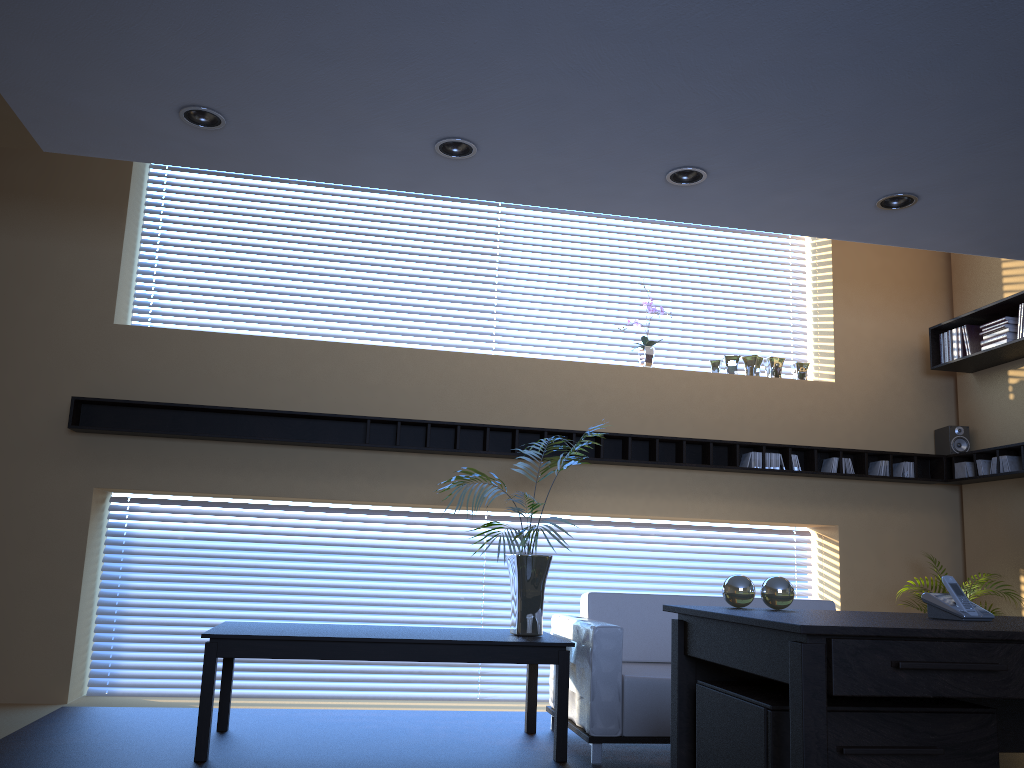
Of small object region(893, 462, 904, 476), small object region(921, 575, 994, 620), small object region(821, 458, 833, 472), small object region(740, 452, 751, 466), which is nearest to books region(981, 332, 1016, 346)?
small object region(893, 462, 904, 476)

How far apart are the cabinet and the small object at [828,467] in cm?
453

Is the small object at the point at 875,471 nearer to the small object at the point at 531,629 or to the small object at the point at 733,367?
the small object at the point at 733,367

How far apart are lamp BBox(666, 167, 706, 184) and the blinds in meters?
3.2

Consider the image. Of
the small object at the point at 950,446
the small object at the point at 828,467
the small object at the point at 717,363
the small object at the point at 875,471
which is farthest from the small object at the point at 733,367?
the small object at the point at 950,446

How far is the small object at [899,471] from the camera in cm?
689

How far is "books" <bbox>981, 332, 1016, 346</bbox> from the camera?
6.3m

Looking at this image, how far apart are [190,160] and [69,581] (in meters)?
2.98

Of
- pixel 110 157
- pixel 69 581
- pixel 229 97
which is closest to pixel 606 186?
pixel 229 97

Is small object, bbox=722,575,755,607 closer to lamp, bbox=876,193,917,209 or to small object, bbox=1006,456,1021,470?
lamp, bbox=876,193,917,209
